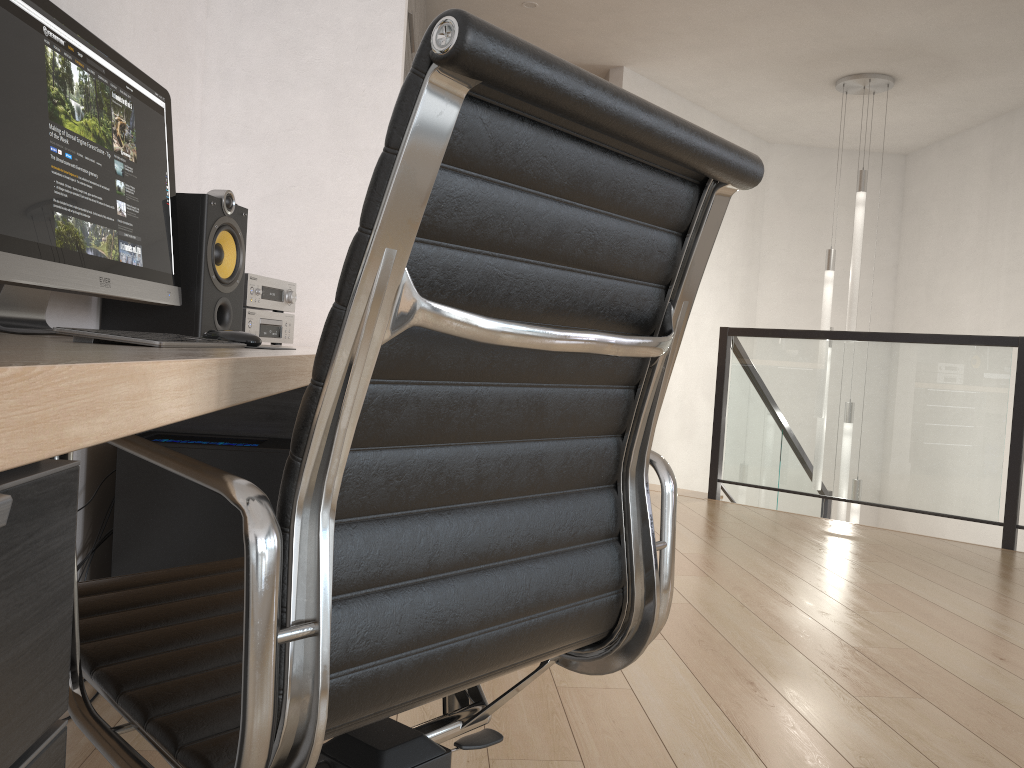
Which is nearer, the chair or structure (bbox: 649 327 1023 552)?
the chair

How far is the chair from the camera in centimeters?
63cm

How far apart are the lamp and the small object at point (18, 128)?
4.8 meters

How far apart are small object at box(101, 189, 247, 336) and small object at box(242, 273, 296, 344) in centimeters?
5cm

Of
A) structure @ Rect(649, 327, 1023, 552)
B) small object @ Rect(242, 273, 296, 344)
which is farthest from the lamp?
small object @ Rect(242, 273, 296, 344)

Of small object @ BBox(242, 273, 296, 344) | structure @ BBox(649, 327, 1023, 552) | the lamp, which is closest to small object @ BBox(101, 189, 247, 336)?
small object @ BBox(242, 273, 296, 344)

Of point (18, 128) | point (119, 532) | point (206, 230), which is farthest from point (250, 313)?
point (18, 128)

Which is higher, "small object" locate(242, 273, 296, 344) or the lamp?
the lamp

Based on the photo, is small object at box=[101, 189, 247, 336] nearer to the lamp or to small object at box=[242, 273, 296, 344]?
small object at box=[242, 273, 296, 344]

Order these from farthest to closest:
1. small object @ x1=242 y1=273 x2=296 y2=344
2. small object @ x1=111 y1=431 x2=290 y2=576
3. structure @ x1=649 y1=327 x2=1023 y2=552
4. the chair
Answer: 1. structure @ x1=649 y1=327 x2=1023 y2=552
2. small object @ x1=242 y1=273 x2=296 y2=344
3. small object @ x1=111 y1=431 x2=290 y2=576
4. the chair
